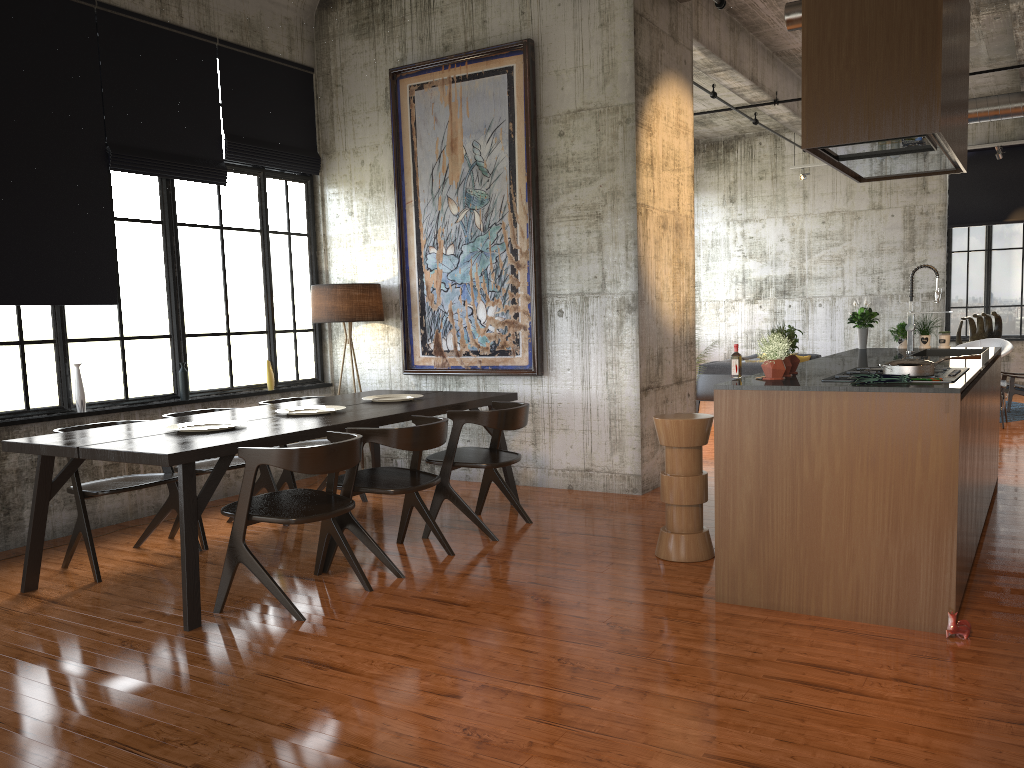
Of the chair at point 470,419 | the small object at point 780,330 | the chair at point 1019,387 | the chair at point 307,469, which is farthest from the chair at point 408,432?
the chair at point 1019,387

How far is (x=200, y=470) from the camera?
Result: 6.71m

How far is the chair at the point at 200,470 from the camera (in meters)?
6.71

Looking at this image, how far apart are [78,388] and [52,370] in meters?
0.2 m

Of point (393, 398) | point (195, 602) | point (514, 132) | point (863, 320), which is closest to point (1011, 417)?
point (863, 320)

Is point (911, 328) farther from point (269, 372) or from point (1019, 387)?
point (1019, 387)

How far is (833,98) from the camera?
4.60m

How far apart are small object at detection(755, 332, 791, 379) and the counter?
0.1m

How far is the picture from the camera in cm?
845

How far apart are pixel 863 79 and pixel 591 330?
4.0 meters
